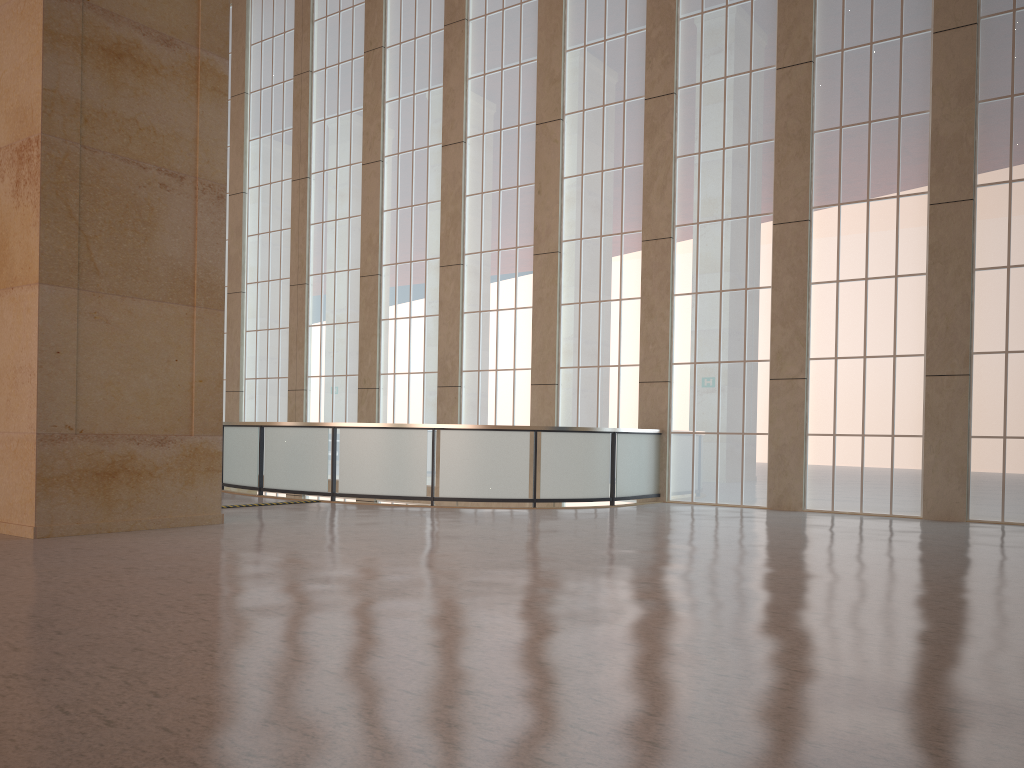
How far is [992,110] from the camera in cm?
1786

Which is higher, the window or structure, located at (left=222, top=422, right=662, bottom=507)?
the window

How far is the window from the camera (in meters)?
17.86

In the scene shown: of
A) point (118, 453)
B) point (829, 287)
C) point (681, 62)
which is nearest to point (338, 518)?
point (118, 453)

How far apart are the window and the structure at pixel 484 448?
0.46m

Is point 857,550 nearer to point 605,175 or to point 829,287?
point 829,287

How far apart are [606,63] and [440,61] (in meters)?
5.87

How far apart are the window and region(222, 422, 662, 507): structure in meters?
0.5

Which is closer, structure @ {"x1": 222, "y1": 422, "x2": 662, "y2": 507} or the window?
the window

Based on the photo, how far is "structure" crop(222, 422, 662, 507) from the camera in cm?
1877
